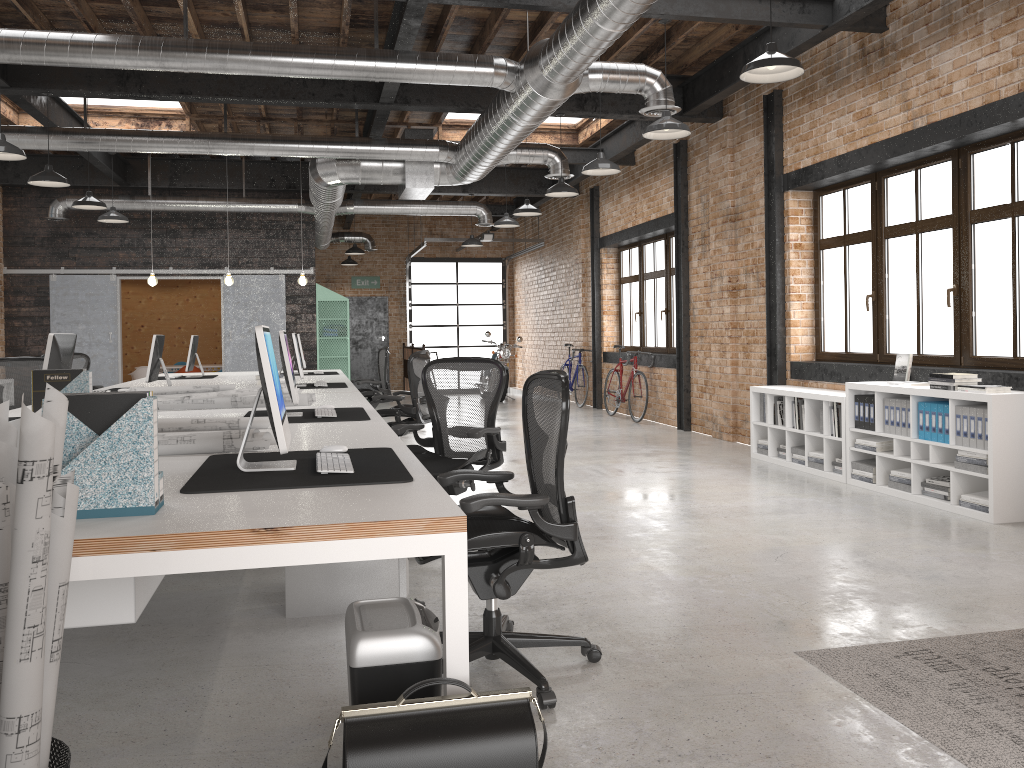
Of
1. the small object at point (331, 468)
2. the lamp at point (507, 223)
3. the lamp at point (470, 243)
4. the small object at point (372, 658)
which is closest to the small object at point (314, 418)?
the small object at point (331, 468)

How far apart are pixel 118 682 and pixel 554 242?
14.1m

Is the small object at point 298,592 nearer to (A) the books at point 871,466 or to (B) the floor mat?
(B) the floor mat

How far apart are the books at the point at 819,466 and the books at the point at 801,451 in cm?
25

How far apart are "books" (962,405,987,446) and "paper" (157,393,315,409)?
4.3 meters

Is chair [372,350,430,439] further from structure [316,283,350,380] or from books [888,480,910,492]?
structure [316,283,350,380]

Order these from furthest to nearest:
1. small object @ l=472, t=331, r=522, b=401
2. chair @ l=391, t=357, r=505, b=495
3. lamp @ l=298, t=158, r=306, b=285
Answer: small object @ l=472, t=331, r=522, b=401 < lamp @ l=298, t=158, r=306, b=285 < chair @ l=391, t=357, r=505, b=495

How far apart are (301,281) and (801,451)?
6.71m

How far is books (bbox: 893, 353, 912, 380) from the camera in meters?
6.8

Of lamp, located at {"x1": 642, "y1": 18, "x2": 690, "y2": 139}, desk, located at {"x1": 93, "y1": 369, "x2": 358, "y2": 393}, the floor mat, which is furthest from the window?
desk, located at {"x1": 93, "y1": 369, "x2": 358, "y2": 393}
